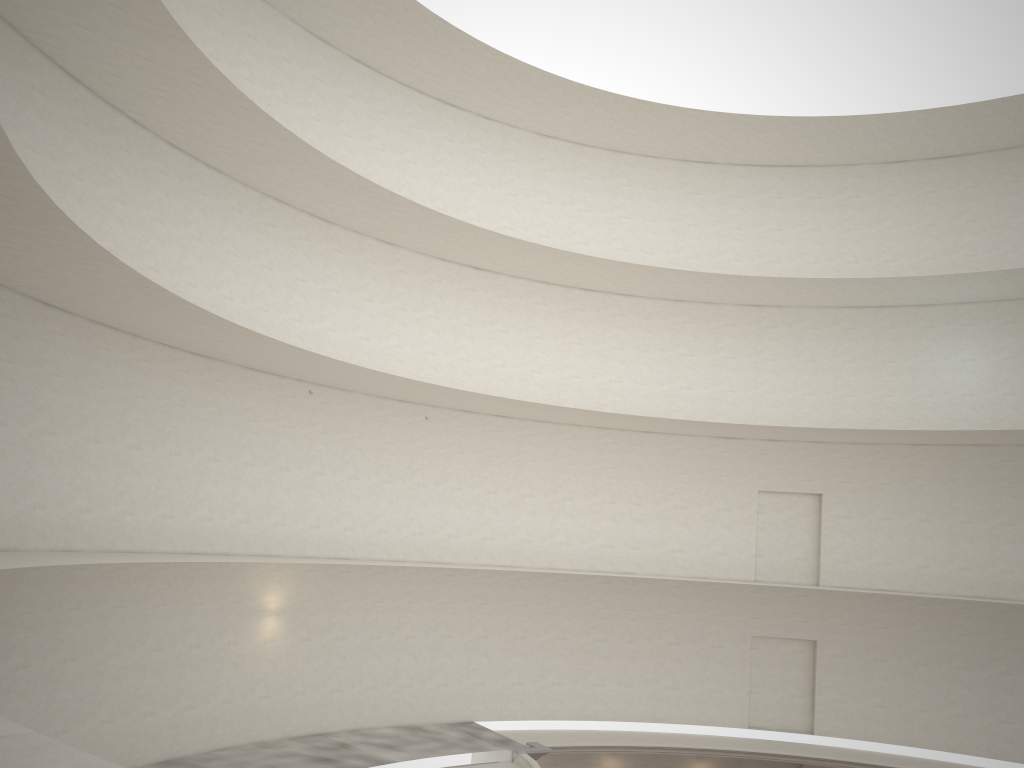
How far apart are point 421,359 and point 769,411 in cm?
1049
